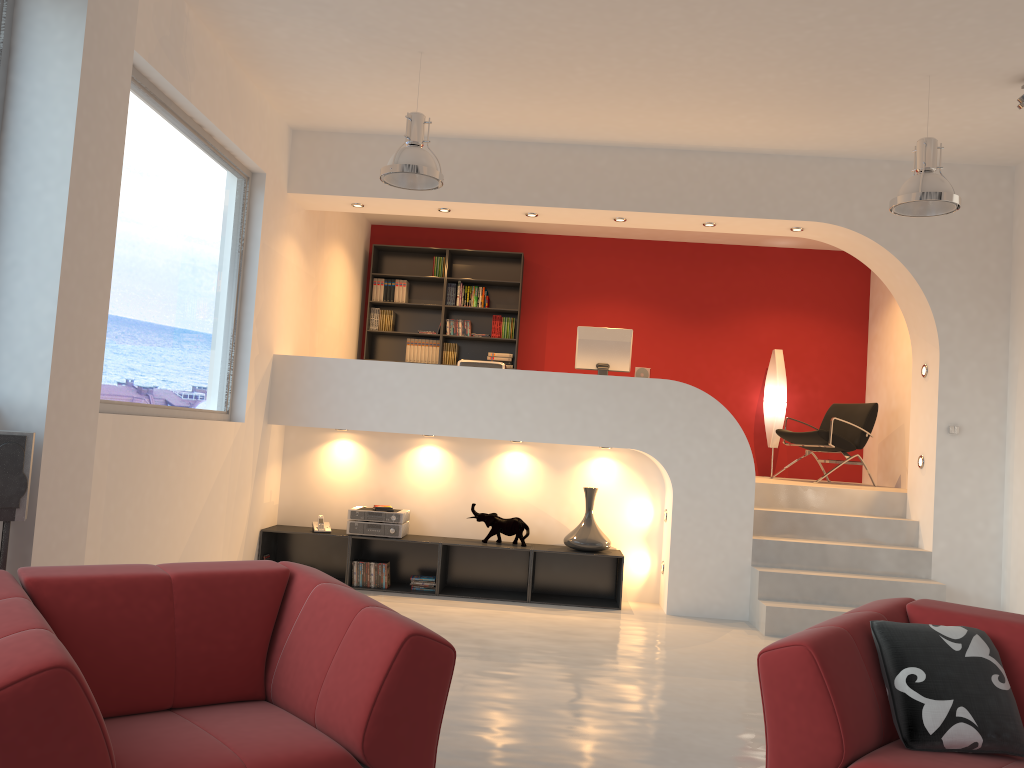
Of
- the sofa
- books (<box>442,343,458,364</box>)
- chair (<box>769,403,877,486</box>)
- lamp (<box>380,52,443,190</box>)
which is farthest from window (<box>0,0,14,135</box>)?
chair (<box>769,403,877,486</box>)

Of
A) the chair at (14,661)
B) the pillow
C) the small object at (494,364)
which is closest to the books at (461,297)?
the small object at (494,364)

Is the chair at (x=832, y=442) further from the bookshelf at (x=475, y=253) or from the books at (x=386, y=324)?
the books at (x=386, y=324)

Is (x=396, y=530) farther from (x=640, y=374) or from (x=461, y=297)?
(x=461, y=297)

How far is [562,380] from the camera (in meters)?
6.69

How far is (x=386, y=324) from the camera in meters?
9.6

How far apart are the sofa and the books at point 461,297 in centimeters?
679cm

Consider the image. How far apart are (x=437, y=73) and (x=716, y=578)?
4.1 meters

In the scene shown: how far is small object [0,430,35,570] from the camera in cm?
320

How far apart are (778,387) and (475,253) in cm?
352
